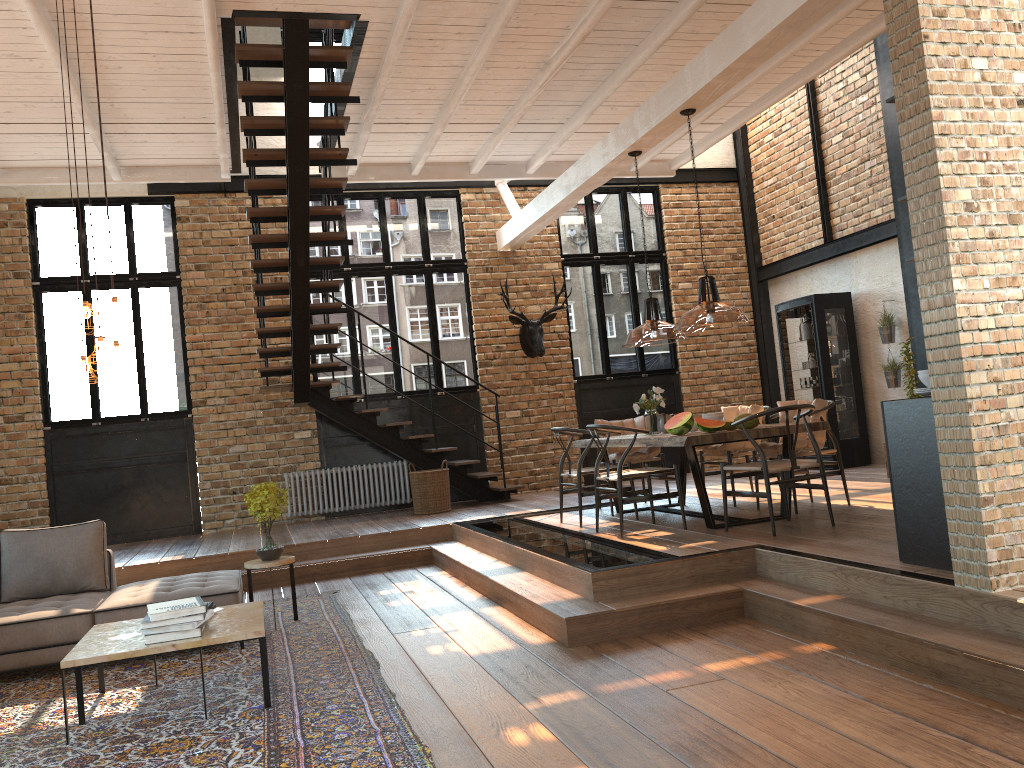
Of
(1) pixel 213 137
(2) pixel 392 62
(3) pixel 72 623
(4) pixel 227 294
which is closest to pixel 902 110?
(2) pixel 392 62

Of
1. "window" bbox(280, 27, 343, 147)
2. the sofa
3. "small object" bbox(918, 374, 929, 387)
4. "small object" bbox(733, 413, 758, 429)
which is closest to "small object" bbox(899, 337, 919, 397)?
"small object" bbox(733, 413, 758, 429)

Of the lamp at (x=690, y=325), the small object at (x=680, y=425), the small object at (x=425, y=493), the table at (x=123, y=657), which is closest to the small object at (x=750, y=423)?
the small object at (x=680, y=425)

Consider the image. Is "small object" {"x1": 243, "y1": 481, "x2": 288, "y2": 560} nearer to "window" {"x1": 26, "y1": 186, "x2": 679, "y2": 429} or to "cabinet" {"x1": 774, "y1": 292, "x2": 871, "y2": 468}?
"window" {"x1": 26, "y1": 186, "x2": 679, "y2": 429}

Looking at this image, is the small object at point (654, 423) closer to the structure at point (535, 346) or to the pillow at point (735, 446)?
the pillow at point (735, 446)

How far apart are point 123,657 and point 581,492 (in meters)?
4.17

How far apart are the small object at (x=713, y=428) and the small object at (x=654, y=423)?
1.0 meters

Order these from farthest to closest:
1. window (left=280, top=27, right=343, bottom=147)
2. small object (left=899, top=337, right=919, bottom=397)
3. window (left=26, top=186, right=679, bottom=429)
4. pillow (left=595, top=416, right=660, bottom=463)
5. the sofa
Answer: window (left=280, top=27, right=343, bottom=147), window (left=26, top=186, right=679, bottom=429), small object (left=899, top=337, right=919, bottom=397), pillow (left=595, top=416, right=660, bottom=463), the sofa

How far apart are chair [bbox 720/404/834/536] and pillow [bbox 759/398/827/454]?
0.5m

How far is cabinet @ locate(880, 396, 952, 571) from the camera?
4.3m
